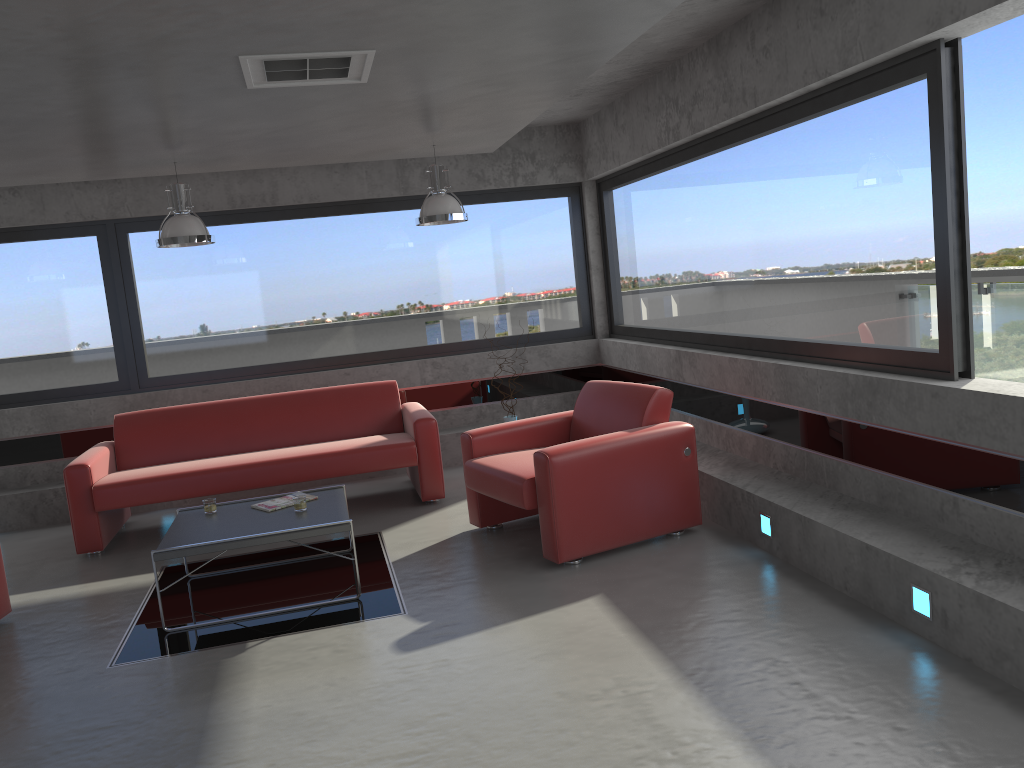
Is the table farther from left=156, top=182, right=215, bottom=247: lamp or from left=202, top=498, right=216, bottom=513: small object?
left=156, top=182, right=215, bottom=247: lamp

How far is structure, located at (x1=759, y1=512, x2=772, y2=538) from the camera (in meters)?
4.82

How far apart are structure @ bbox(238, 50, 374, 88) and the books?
2.4 meters

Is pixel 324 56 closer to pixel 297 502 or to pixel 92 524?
pixel 297 502

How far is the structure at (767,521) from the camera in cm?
482

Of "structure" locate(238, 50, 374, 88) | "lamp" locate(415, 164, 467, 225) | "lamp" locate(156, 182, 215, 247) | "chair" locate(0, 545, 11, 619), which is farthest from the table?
"structure" locate(238, 50, 374, 88)

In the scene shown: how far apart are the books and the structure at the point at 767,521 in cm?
274

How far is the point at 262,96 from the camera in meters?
4.4

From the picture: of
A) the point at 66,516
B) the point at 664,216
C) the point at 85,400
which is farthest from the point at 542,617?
the point at 85,400

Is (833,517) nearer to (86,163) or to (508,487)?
(508,487)
